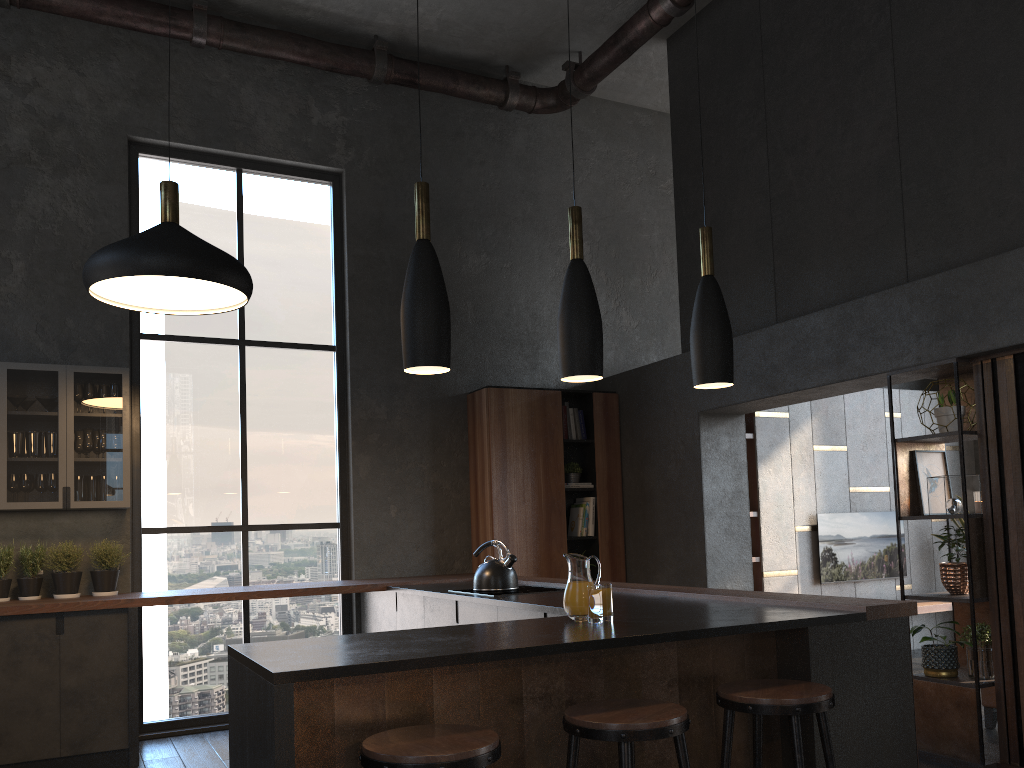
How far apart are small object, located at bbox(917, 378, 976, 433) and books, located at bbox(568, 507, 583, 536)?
2.92m

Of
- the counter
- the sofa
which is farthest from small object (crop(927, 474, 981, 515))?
the counter

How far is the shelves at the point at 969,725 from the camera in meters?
4.3 m

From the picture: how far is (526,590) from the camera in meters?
4.8

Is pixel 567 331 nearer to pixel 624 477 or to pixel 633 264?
pixel 624 477

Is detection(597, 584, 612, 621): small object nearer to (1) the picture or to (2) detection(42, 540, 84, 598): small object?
(1) the picture

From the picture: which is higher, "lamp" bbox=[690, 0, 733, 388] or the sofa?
"lamp" bbox=[690, 0, 733, 388]

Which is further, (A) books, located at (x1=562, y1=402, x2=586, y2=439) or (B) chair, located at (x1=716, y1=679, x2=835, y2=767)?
(A) books, located at (x1=562, y1=402, x2=586, y2=439)

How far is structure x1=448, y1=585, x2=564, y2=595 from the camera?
4.8 meters

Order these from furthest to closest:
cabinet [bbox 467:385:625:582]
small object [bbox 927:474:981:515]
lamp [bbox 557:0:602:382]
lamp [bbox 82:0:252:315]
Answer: cabinet [bbox 467:385:625:582] < small object [bbox 927:474:981:515] < lamp [bbox 82:0:252:315] < lamp [bbox 557:0:602:382]
